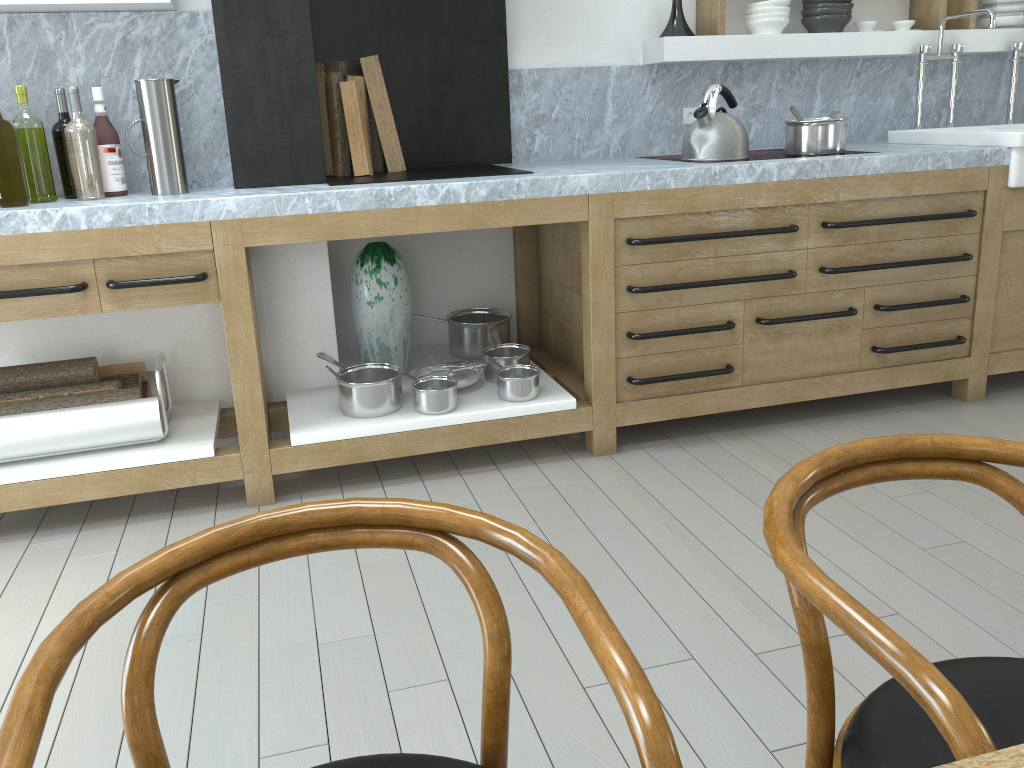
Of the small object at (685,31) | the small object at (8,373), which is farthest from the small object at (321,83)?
the small object at (685,31)

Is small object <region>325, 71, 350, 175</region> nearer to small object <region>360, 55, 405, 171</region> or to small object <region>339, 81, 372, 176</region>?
small object <region>339, 81, 372, 176</region>

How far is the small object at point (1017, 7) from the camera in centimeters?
388cm

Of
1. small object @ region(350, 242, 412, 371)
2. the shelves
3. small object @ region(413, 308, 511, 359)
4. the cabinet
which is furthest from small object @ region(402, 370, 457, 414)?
the shelves

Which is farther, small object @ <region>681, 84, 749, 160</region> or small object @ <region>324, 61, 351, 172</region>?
small object @ <region>324, 61, 351, 172</region>

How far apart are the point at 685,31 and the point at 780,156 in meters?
0.7

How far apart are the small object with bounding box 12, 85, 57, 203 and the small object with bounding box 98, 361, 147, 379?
0.58m

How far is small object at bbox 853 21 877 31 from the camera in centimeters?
379cm

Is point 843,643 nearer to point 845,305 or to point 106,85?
point 845,305

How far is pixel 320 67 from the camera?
3.2 meters
